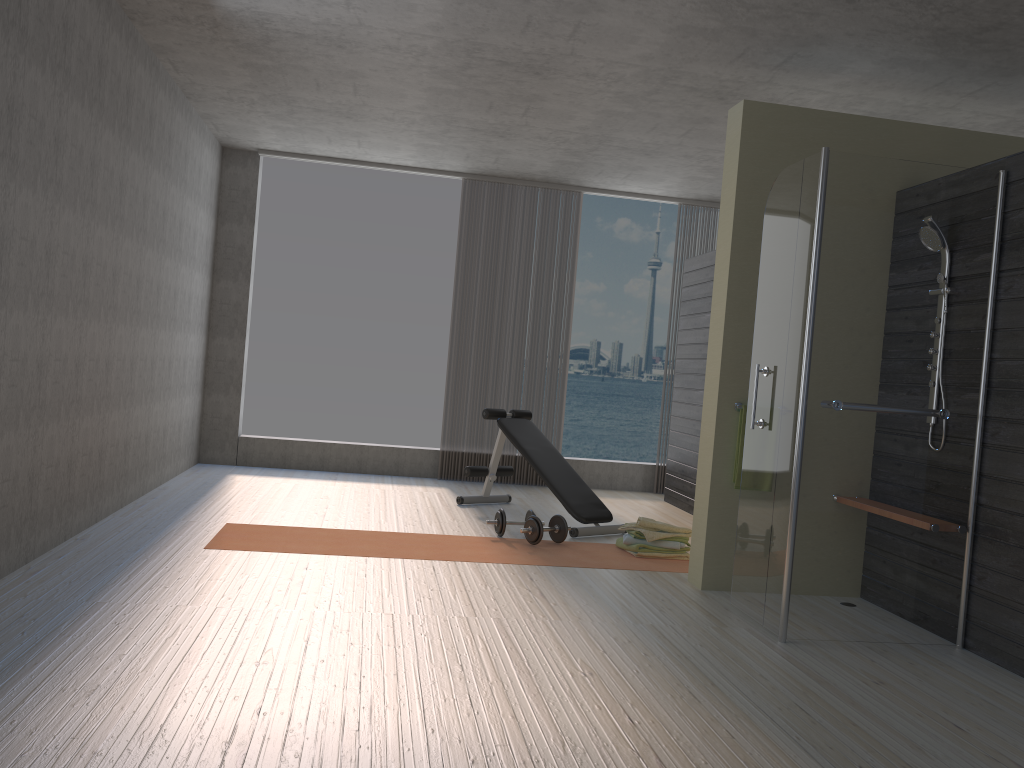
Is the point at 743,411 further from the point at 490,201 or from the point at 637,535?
the point at 490,201

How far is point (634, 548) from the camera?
5.2m

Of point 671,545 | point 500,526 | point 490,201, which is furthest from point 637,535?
point 490,201

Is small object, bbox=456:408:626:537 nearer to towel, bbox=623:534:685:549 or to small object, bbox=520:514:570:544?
small object, bbox=520:514:570:544

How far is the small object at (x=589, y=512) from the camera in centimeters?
588cm

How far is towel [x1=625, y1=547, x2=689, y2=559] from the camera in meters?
5.3 m

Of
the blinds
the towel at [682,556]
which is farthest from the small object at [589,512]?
the blinds

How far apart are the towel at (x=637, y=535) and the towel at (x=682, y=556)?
0.09m

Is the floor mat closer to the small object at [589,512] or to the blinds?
the small object at [589,512]

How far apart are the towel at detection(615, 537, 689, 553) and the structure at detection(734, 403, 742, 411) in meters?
1.2
